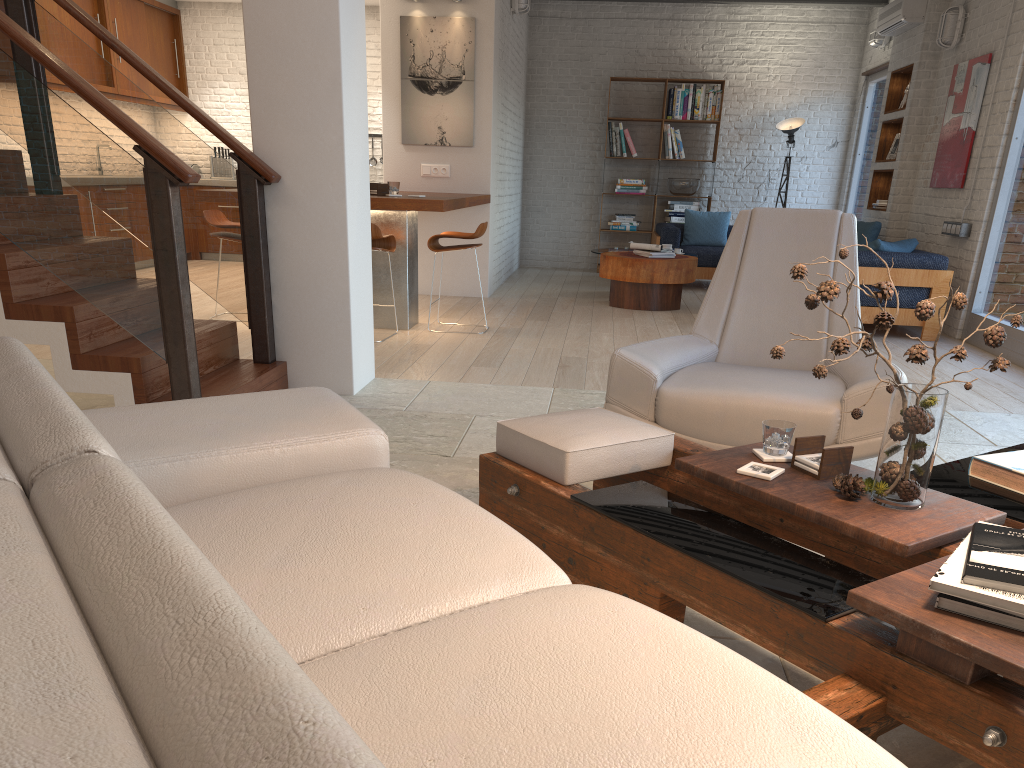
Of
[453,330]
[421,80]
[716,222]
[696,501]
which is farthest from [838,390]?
[716,222]

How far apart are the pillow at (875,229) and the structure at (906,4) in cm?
194

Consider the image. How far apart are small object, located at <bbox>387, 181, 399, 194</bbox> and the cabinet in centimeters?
451cm

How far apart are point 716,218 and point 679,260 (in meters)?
2.67

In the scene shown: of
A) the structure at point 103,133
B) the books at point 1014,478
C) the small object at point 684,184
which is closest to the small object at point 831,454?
the books at point 1014,478

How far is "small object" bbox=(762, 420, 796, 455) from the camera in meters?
2.3 m

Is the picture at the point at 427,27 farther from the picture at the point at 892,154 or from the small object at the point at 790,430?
the small object at the point at 790,430

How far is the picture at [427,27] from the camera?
8.11m

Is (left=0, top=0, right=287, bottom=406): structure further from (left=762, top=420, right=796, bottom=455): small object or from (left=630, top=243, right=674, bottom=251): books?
(left=630, top=243, right=674, bottom=251): books

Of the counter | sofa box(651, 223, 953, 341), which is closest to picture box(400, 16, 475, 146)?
the counter
